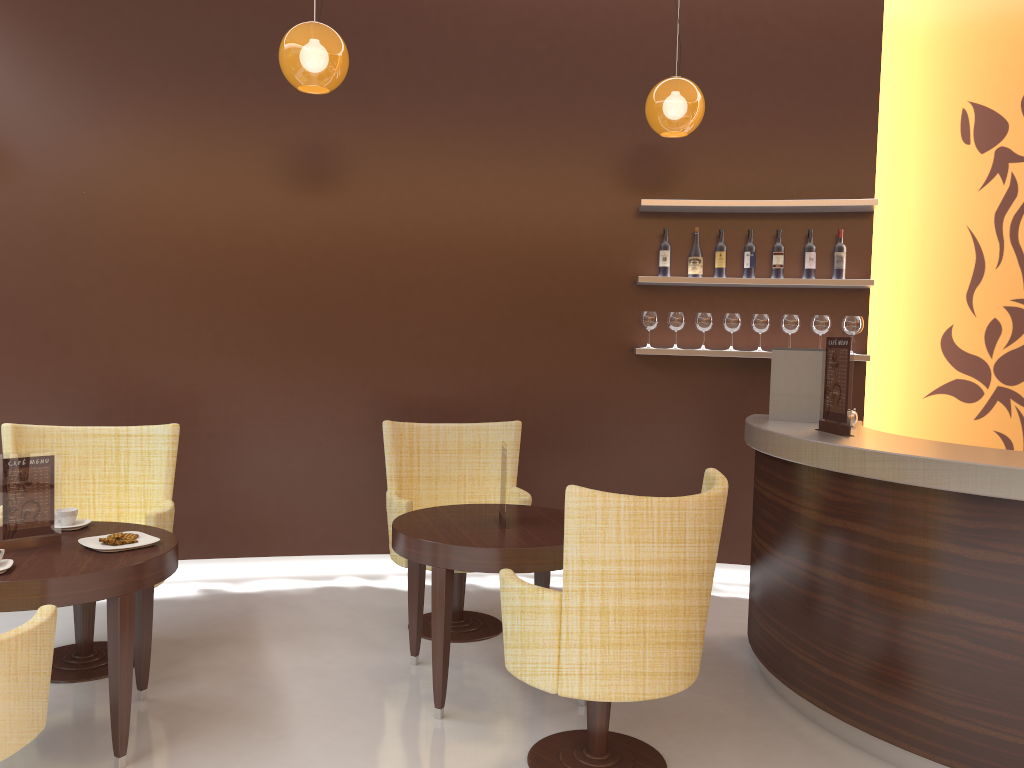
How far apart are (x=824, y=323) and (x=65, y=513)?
4.0m

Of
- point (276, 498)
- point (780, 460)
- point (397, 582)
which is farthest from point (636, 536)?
point (276, 498)

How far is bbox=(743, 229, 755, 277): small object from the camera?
5.2m

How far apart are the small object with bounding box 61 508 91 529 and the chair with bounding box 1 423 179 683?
0.31m

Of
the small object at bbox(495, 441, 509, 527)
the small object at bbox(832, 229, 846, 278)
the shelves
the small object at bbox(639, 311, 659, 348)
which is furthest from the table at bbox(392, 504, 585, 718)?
the small object at bbox(832, 229, 846, 278)

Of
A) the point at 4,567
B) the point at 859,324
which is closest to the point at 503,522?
the point at 4,567

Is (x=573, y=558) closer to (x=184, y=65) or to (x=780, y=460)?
(x=780, y=460)

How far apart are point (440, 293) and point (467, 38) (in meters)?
1.54

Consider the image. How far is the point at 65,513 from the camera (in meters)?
3.34

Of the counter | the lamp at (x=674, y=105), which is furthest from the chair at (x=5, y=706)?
the lamp at (x=674, y=105)
